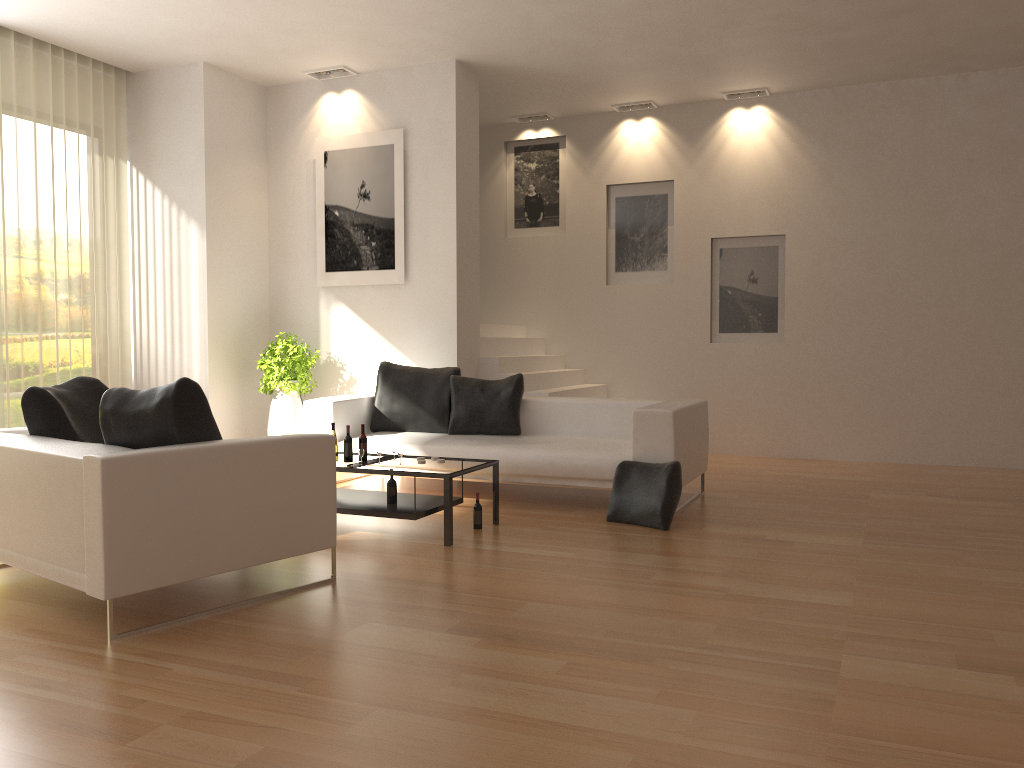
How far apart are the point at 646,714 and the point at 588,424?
4.41m

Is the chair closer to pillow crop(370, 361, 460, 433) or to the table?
the table

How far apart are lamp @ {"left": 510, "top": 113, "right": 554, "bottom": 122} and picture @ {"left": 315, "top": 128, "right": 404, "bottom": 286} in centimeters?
234cm

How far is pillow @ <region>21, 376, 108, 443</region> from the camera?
4.5 meters

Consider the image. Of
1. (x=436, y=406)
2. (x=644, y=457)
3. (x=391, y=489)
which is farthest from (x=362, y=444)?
(x=644, y=457)

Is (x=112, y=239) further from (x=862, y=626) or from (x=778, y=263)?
(x=862, y=626)

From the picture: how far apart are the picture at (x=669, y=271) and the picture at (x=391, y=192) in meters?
2.7 m

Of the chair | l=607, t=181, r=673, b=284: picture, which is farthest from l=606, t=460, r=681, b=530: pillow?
l=607, t=181, r=673, b=284: picture

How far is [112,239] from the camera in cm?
829

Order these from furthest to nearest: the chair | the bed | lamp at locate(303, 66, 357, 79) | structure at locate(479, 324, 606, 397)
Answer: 1. structure at locate(479, 324, 606, 397)
2. lamp at locate(303, 66, 357, 79)
3. the bed
4. the chair
